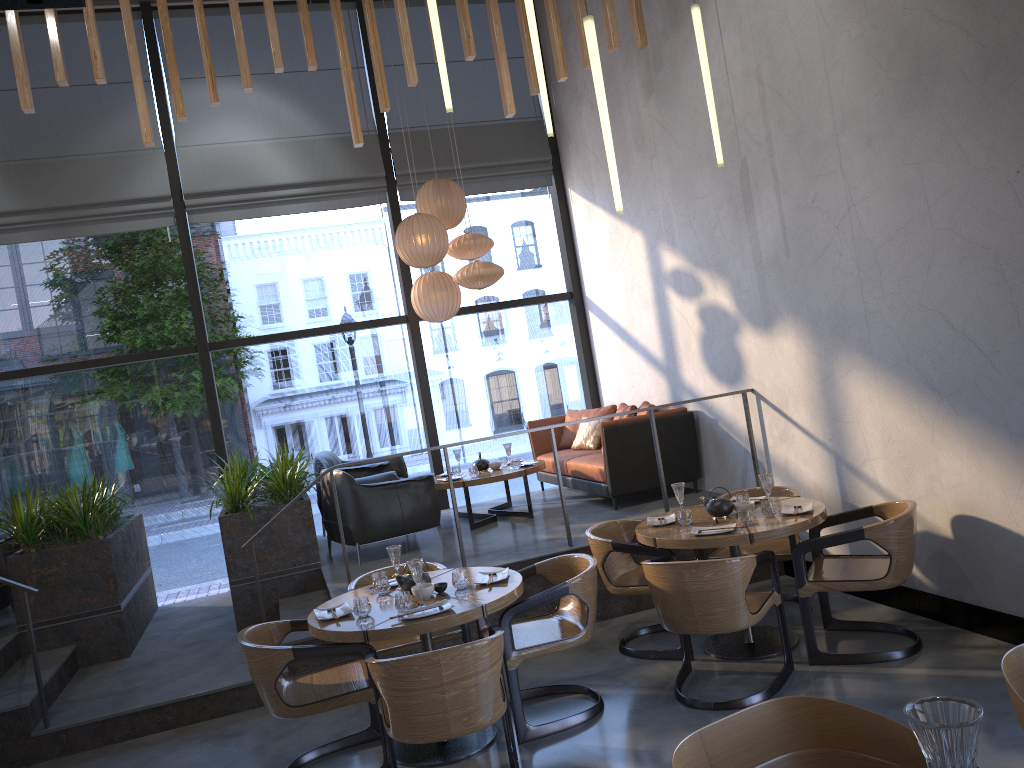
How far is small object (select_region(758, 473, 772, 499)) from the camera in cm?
506

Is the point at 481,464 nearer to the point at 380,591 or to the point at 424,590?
the point at 380,591

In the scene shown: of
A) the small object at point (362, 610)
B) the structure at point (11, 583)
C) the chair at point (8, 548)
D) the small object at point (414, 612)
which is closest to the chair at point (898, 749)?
the small object at point (414, 612)

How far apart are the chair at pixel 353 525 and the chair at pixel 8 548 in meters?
2.6

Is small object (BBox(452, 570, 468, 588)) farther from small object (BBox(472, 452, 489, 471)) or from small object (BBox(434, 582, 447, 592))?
small object (BBox(472, 452, 489, 471))

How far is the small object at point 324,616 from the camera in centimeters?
435cm

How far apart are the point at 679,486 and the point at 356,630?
2.16m

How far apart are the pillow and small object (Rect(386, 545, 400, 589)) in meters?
4.1 m

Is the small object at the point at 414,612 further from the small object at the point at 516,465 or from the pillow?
the pillow

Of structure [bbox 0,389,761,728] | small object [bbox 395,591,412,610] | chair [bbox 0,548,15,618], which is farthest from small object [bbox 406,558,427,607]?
chair [bbox 0,548,15,618]
